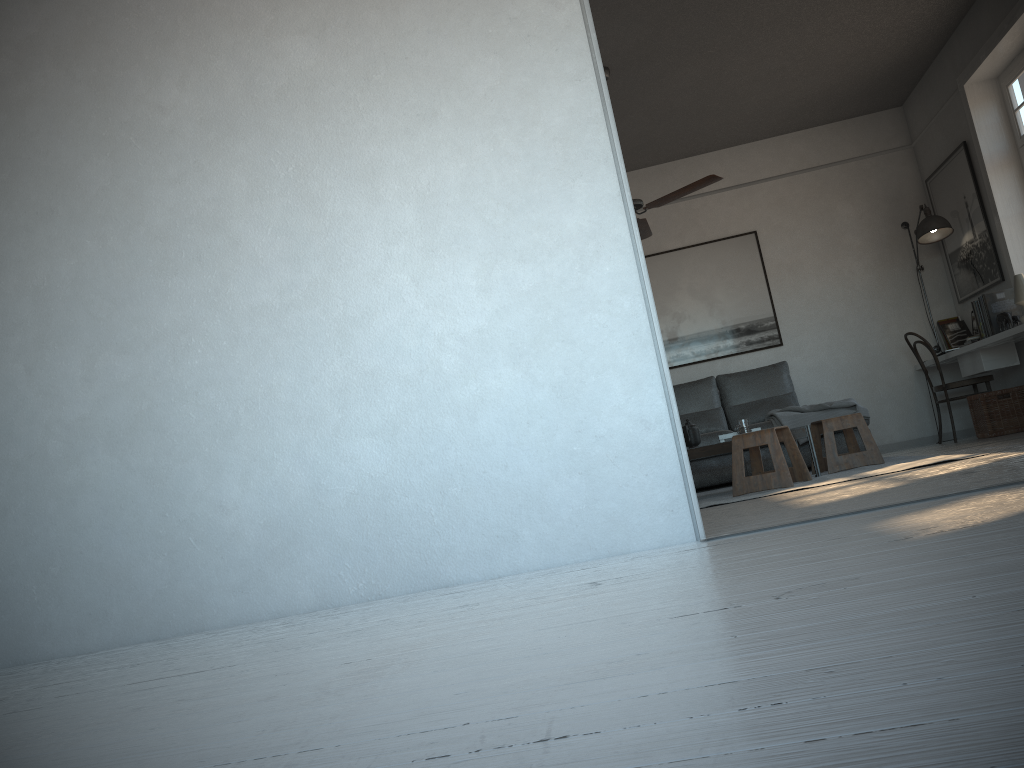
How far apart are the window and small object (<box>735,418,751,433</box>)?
2.9 meters

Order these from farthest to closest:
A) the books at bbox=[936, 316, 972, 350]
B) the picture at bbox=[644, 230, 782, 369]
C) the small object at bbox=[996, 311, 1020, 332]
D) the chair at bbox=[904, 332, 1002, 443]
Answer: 1. the picture at bbox=[644, 230, 782, 369]
2. the books at bbox=[936, 316, 972, 350]
3. the chair at bbox=[904, 332, 1002, 443]
4. the small object at bbox=[996, 311, 1020, 332]

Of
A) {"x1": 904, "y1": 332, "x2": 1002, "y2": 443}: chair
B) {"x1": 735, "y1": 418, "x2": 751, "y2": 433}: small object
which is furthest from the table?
{"x1": 904, "y1": 332, "x2": 1002, "y2": 443}: chair

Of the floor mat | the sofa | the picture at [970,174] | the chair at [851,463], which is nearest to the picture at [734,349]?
the sofa

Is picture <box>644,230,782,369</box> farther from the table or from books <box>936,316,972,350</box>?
the table

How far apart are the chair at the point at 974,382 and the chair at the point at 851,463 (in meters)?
1.45

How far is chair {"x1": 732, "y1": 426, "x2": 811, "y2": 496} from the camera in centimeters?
489cm

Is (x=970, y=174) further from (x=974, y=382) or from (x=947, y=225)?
(x=974, y=382)

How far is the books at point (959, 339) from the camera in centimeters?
722cm

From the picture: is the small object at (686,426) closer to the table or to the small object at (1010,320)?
the table
